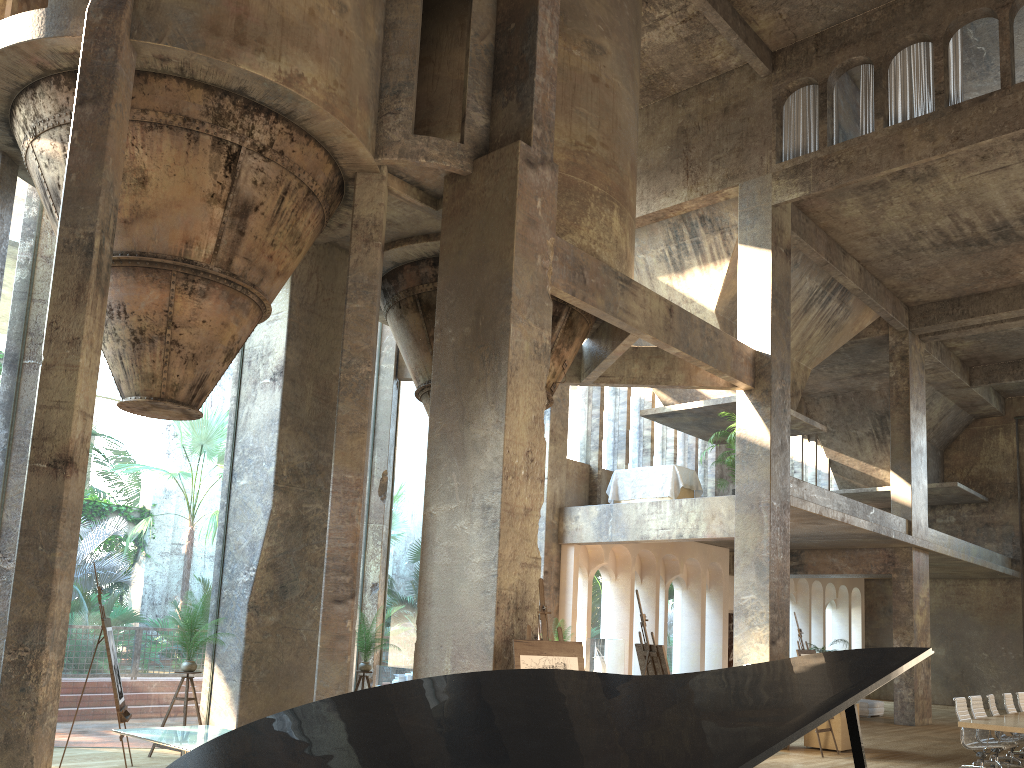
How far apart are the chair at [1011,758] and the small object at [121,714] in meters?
11.2

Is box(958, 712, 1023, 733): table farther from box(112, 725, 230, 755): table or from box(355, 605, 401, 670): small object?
box(112, 725, 230, 755): table

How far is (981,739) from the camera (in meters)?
11.59

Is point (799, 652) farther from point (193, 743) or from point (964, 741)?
point (193, 743)

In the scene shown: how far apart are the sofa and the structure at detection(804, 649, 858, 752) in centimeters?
755cm

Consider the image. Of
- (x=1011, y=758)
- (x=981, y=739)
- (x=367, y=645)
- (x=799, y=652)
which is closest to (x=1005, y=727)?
(x=981, y=739)

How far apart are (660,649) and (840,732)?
5.9m

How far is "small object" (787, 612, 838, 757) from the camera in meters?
12.9

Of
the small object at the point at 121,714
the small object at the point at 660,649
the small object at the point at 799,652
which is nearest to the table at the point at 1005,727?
the small object at the point at 799,652

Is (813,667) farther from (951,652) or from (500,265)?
(951,652)
